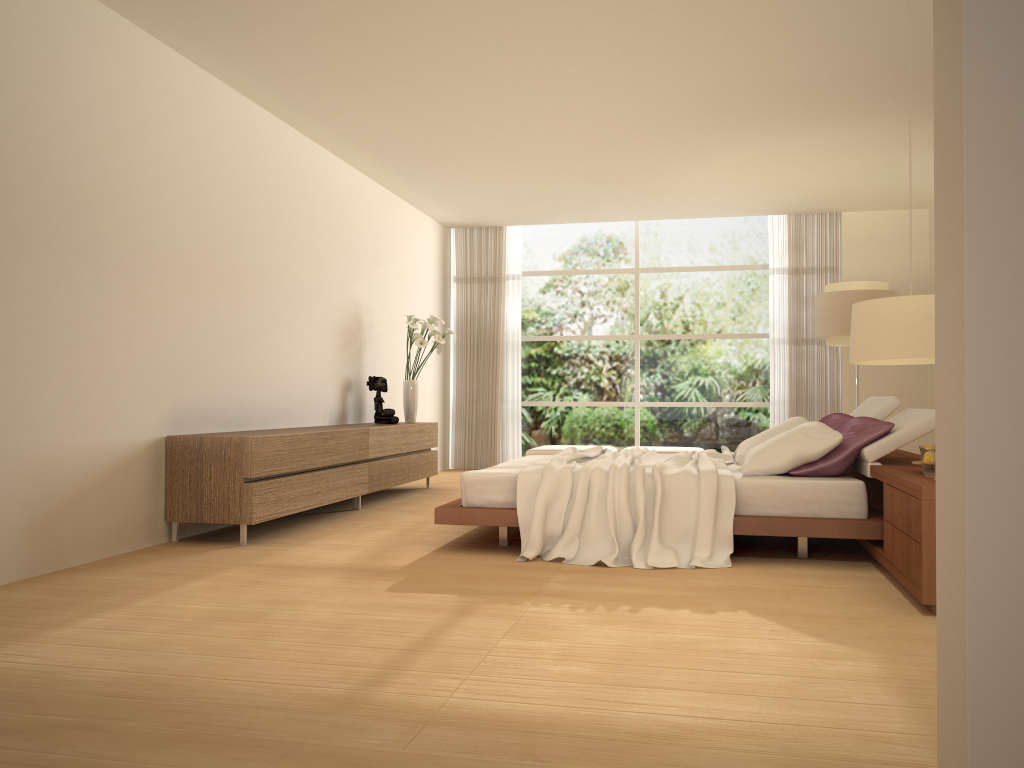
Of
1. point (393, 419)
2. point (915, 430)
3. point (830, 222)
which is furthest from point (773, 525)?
A: point (830, 222)

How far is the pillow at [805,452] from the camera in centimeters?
497cm

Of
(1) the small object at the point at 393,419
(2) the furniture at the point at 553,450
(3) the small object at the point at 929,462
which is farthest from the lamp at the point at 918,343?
(2) the furniture at the point at 553,450

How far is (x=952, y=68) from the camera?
1.8 meters

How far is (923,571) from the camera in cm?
366

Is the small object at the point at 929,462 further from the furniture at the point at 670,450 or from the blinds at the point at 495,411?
the blinds at the point at 495,411

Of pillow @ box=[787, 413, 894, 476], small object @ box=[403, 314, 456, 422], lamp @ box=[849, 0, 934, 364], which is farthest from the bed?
small object @ box=[403, 314, 456, 422]

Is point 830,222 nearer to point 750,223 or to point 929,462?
point 750,223

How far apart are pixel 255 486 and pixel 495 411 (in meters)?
6.03

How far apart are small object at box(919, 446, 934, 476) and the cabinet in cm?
369
